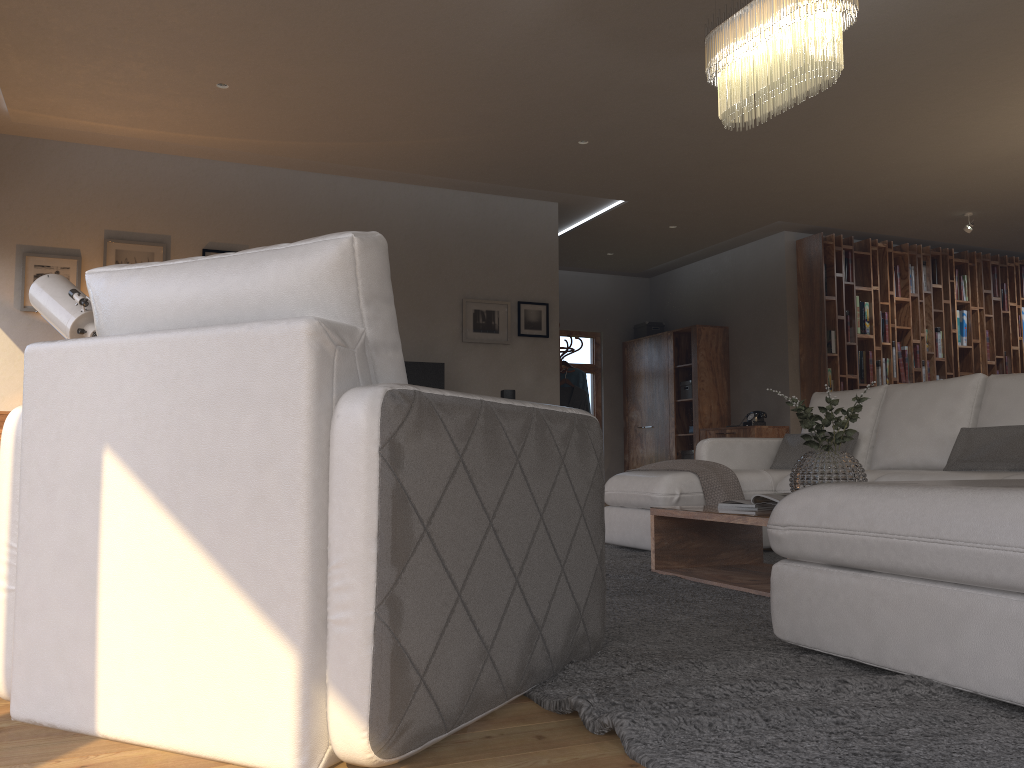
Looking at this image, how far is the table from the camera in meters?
3.5 m

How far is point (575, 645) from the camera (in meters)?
2.12

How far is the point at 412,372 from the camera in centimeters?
696cm

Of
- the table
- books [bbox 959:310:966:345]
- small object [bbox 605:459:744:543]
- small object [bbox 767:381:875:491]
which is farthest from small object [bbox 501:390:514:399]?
books [bbox 959:310:966:345]

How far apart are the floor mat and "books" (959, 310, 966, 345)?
5.94m

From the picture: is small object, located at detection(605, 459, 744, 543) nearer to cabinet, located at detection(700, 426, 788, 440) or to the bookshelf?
cabinet, located at detection(700, 426, 788, 440)

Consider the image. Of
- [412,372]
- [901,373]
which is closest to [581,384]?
[412,372]

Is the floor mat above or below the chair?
below

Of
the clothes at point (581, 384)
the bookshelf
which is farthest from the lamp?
the bookshelf

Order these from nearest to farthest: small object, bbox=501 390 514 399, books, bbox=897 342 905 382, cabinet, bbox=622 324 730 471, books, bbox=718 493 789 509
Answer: books, bbox=718 493 789 509 < small object, bbox=501 390 514 399 < books, bbox=897 342 905 382 < cabinet, bbox=622 324 730 471
